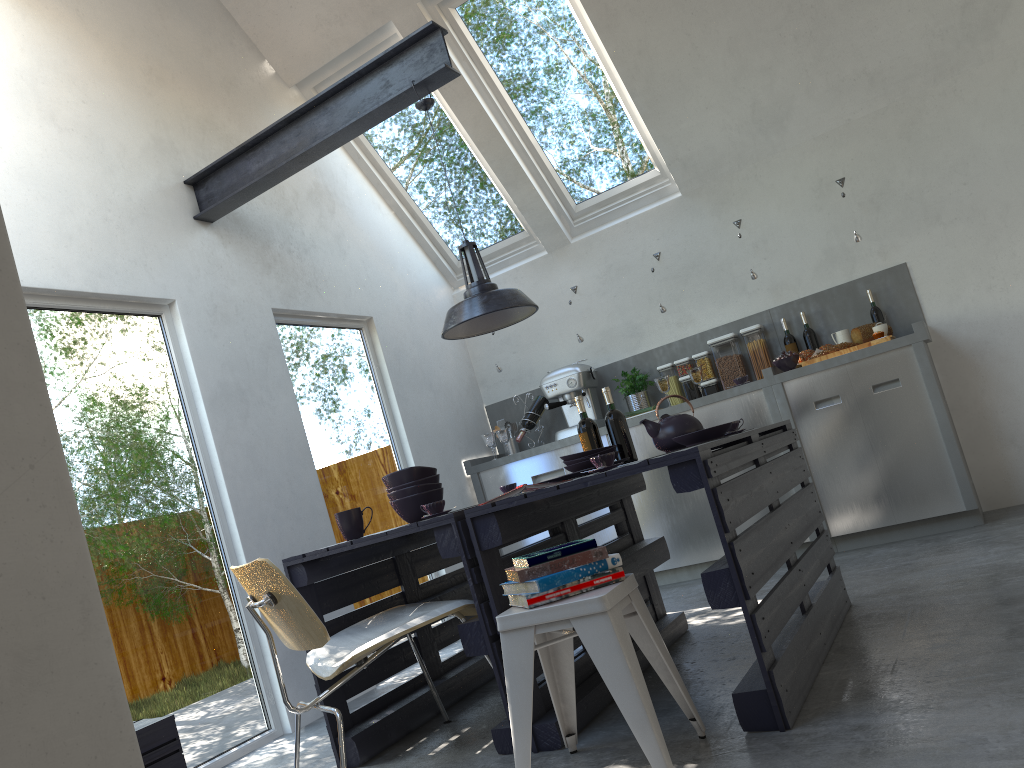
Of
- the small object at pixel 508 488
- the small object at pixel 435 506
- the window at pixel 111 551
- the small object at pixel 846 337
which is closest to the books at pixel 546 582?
the small object at pixel 435 506

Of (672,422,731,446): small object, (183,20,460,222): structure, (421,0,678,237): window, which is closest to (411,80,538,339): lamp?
(183,20,460,222): structure

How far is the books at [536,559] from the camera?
2.3m

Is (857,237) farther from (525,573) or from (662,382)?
(525,573)

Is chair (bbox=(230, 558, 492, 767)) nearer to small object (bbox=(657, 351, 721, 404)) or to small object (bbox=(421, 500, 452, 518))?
small object (bbox=(421, 500, 452, 518))

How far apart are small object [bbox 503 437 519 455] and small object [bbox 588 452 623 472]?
3.47m

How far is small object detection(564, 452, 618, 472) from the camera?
3.5m

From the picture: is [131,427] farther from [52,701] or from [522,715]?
[52,701]

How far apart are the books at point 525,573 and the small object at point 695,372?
3.31m

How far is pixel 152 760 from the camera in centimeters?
255cm
